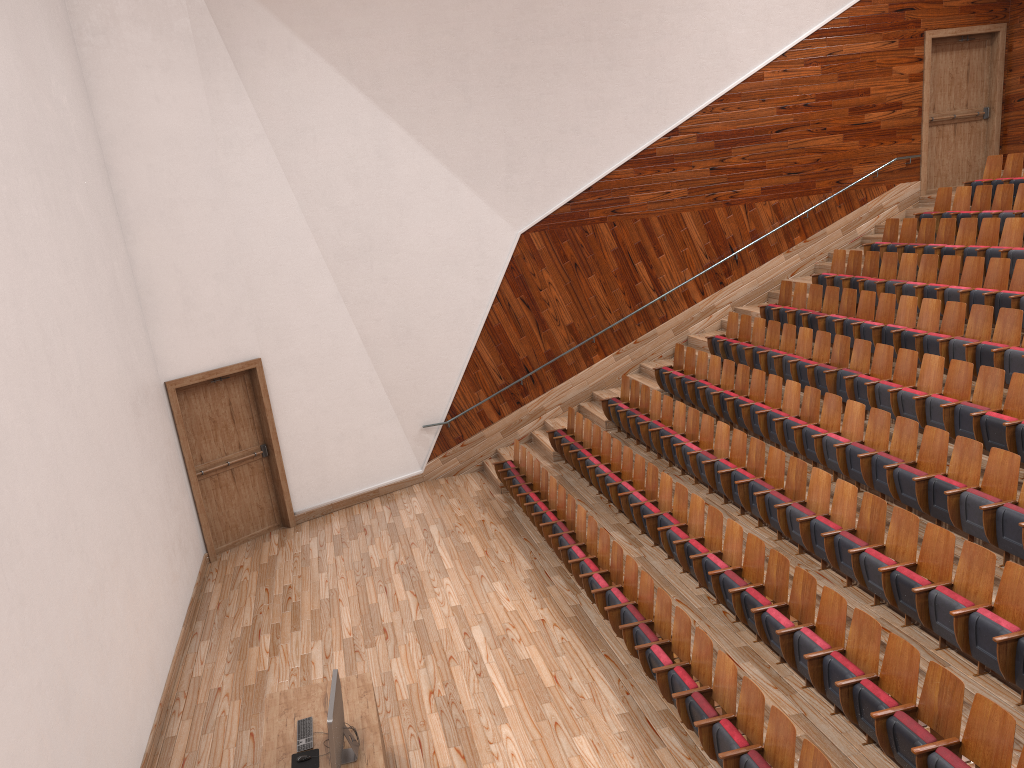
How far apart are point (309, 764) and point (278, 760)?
0.0 meters

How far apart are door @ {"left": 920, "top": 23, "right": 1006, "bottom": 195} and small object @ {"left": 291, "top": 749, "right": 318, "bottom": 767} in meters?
1.3

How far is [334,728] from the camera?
0.5m

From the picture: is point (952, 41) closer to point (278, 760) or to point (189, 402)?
point (189, 402)

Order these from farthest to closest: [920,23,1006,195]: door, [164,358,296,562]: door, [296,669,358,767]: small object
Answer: [920,23,1006,195]: door, [164,358,296,562]: door, [296,669,358,767]: small object

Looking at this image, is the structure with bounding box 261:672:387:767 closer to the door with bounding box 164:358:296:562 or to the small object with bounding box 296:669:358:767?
the small object with bounding box 296:669:358:767

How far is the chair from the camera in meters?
0.5

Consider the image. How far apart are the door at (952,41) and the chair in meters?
0.1 m

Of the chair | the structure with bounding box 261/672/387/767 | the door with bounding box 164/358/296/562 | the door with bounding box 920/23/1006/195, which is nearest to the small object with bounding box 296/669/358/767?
the structure with bounding box 261/672/387/767

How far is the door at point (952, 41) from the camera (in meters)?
1.41
